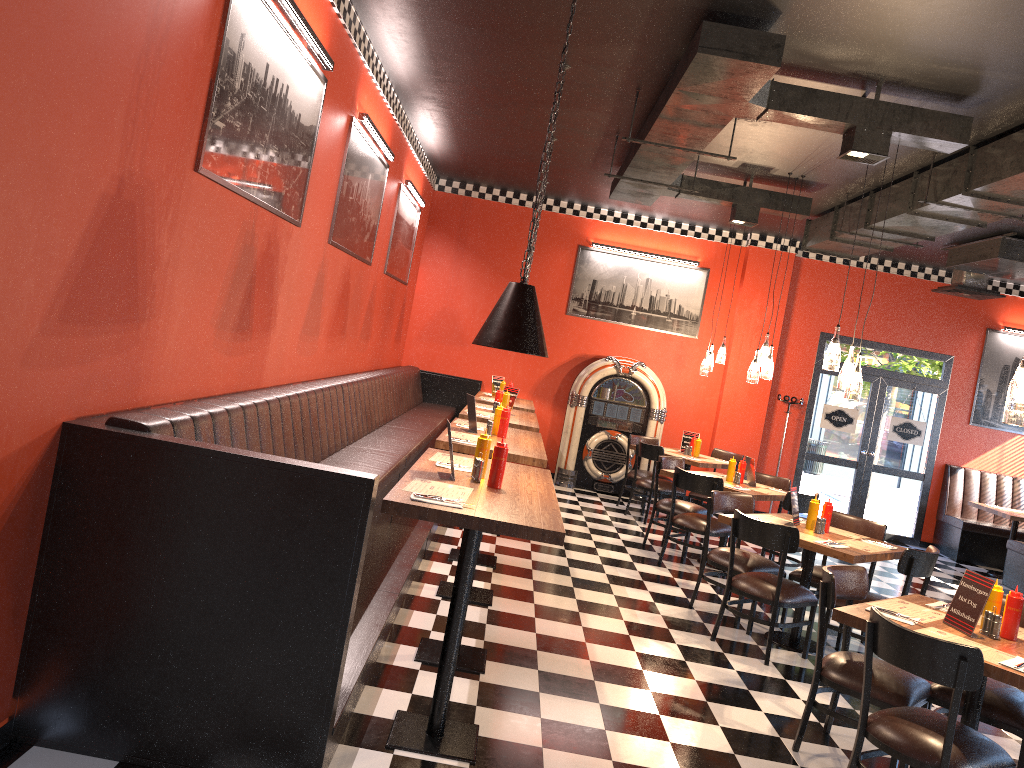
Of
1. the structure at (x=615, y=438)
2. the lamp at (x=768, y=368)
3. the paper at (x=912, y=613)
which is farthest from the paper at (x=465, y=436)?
the structure at (x=615, y=438)

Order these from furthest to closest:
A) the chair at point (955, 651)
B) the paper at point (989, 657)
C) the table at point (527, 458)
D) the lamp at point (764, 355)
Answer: the lamp at point (764, 355), the table at point (527, 458), the paper at point (989, 657), the chair at point (955, 651)

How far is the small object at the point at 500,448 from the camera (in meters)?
4.04

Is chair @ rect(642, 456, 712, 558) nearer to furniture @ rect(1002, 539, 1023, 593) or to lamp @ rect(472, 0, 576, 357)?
furniture @ rect(1002, 539, 1023, 593)

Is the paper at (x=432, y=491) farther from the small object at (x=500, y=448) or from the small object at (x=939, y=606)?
the small object at (x=939, y=606)

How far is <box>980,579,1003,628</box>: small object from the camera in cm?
400

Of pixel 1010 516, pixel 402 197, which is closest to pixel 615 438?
pixel 402 197

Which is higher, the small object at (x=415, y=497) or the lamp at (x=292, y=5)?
the lamp at (x=292, y=5)

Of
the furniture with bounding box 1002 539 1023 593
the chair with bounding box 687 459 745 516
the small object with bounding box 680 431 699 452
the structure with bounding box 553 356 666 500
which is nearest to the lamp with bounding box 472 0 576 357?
the chair with bounding box 687 459 745 516

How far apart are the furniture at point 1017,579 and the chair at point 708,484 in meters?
4.3 m
